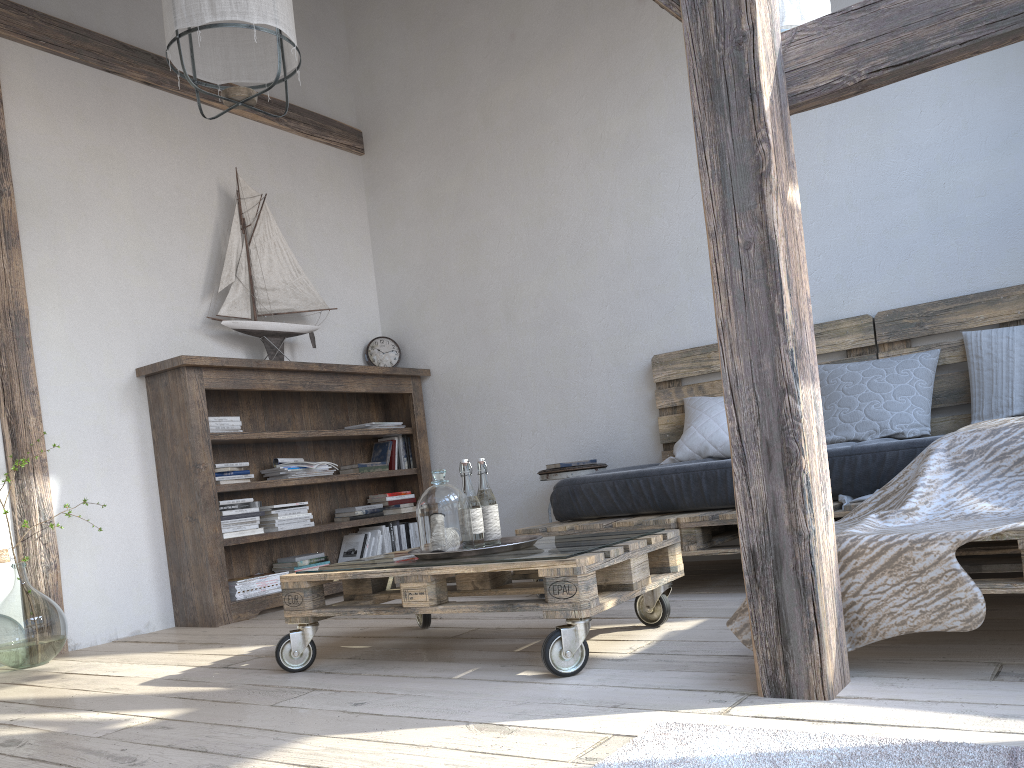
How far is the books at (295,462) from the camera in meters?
4.3

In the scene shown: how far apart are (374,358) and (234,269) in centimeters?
107cm

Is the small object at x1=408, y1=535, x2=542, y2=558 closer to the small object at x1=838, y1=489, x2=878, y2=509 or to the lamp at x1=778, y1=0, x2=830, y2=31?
the small object at x1=838, y1=489, x2=878, y2=509

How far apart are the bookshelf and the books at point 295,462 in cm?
8

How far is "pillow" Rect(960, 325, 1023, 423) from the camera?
3.2 meters

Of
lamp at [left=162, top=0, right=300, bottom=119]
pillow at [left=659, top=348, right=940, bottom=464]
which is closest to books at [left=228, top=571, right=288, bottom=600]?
pillow at [left=659, top=348, right=940, bottom=464]

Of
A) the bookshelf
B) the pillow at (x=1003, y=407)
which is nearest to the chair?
the bookshelf

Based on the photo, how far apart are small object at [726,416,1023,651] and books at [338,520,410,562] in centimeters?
299cm

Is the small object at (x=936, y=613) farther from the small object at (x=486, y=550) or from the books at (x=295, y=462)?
A: the books at (x=295, y=462)

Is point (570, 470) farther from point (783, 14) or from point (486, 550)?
point (783, 14)
